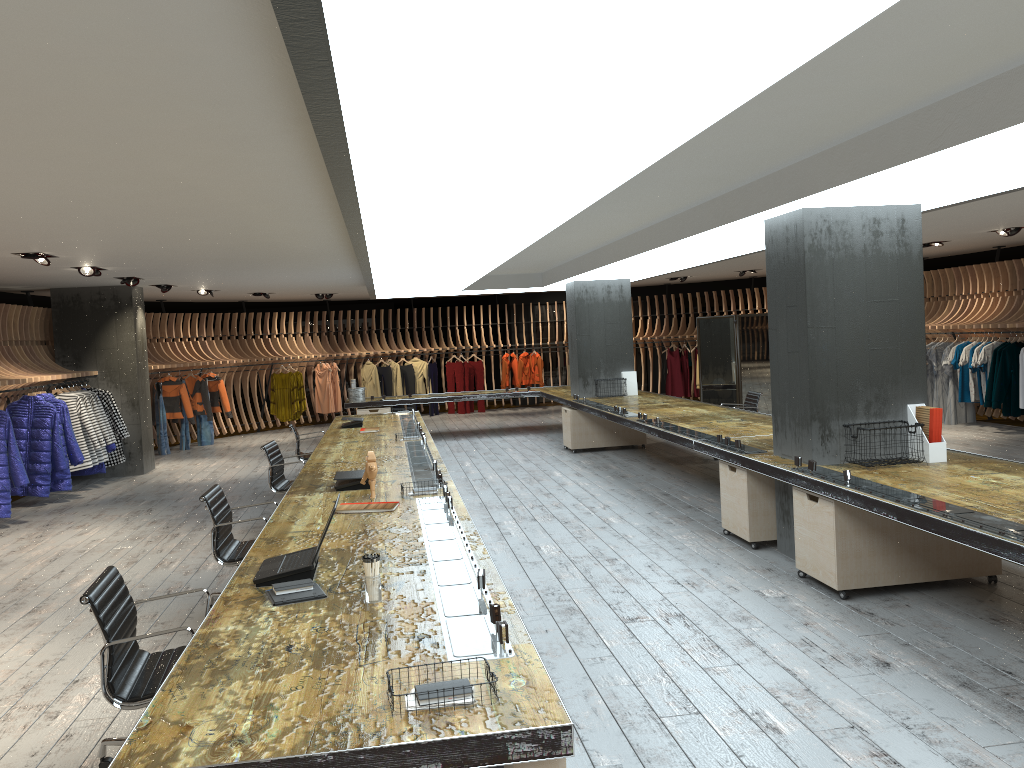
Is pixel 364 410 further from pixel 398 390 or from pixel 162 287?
pixel 398 390

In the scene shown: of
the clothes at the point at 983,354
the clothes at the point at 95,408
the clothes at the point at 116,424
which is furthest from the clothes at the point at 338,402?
the clothes at the point at 983,354

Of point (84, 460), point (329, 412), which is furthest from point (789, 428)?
point (329, 412)

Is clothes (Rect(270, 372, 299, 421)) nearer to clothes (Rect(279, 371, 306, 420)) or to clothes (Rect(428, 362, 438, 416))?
clothes (Rect(279, 371, 306, 420))

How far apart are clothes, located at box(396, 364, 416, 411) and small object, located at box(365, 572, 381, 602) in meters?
16.7

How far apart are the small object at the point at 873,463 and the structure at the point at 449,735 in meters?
2.8

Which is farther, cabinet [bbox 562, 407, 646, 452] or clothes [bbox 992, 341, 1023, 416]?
cabinet [bbox 562, 407, 646, 452]

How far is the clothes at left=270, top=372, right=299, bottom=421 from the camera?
18.3m

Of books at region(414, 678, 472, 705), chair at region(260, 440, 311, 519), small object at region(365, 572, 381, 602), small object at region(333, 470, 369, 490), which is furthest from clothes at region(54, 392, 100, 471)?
books at region(414, 678, 472, 705)

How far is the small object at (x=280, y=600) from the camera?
3.51m
